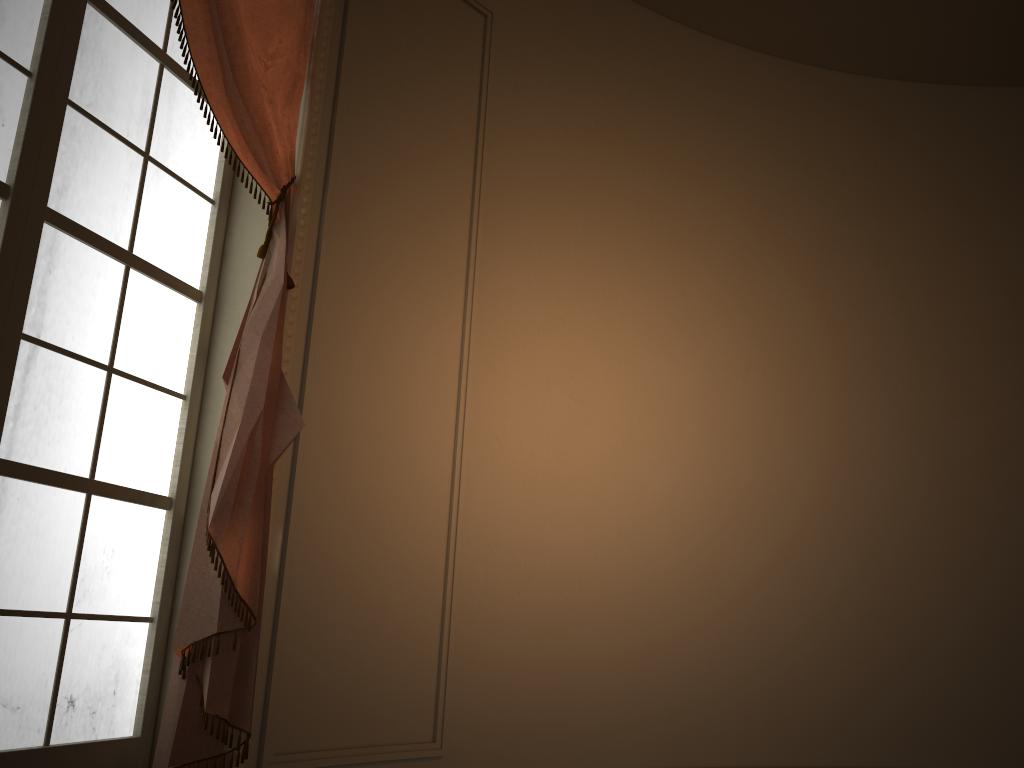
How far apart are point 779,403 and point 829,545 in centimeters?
67cm

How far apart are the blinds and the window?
0.1m

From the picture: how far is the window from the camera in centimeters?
206cm

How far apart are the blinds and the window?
0.14m

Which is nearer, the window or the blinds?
the window

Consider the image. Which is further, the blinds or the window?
the blinds

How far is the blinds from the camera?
2.2m

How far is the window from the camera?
2.1 meters
